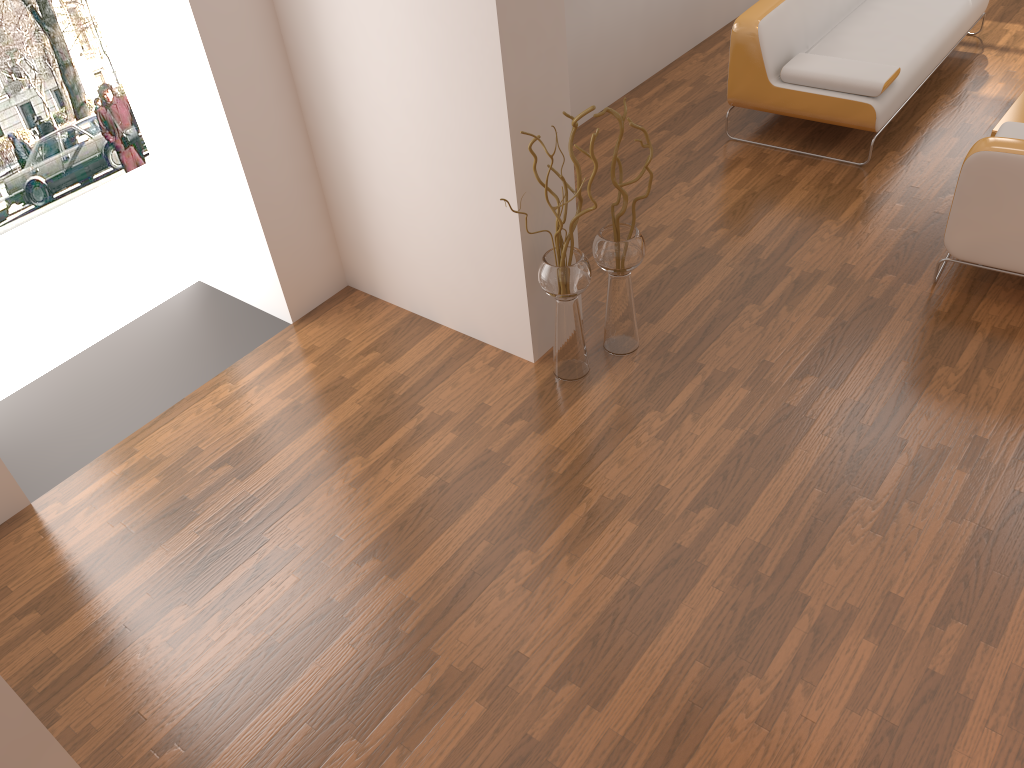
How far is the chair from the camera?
3.3m

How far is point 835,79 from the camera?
4.48m

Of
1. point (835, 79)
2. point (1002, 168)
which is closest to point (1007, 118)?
point (835, 79)

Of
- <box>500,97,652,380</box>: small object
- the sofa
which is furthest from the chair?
<box>500,97,652,380</box>: small object

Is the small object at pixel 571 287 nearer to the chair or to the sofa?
the chair

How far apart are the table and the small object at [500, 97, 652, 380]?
2.5 meters

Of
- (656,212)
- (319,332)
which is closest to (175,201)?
(319,332)

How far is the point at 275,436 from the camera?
3.47m

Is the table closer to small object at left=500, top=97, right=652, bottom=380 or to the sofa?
the sofa

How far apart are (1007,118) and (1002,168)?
1.51m
